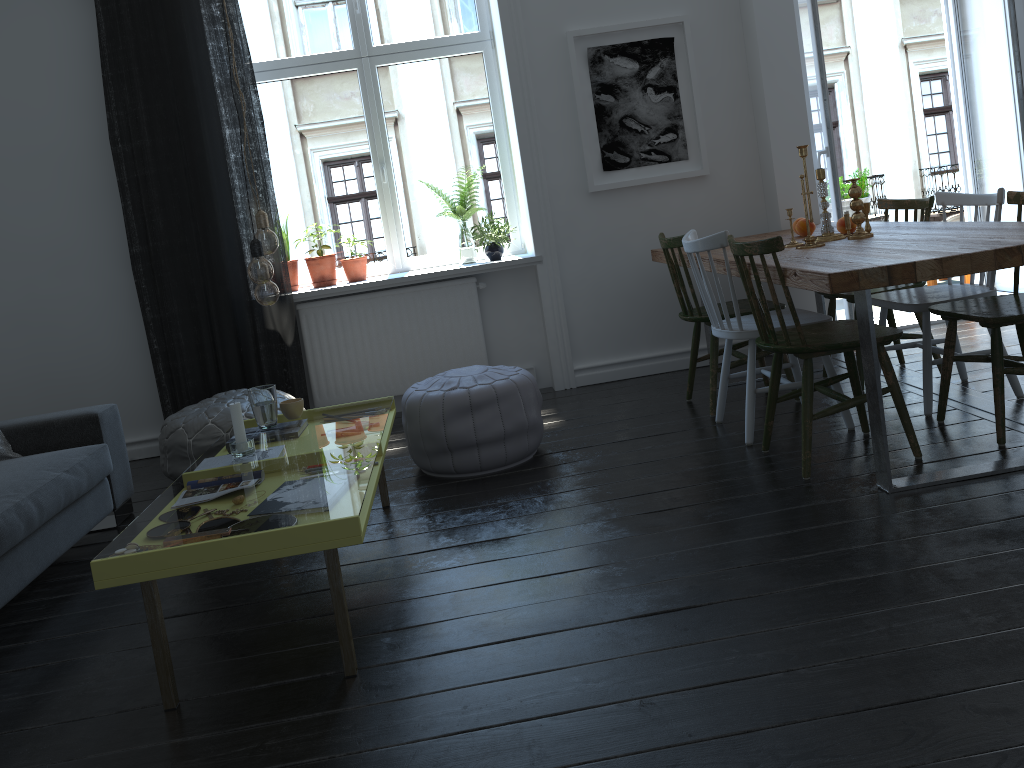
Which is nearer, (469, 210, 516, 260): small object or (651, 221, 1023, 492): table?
(651, 221, 1023, 492): table

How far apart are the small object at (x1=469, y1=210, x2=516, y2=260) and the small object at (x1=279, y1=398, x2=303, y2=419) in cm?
191

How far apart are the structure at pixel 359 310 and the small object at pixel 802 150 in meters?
2.0

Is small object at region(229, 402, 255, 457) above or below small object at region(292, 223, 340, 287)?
below

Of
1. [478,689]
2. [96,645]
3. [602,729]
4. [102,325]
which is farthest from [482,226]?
[602,729]

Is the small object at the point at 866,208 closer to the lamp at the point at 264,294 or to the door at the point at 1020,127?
the door at the point at 1020,127

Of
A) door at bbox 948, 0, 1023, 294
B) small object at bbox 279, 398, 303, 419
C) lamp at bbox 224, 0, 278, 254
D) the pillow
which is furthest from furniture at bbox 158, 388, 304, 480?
door at bbox 948, 0, 1023, 294

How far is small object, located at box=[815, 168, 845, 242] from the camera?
3.7m

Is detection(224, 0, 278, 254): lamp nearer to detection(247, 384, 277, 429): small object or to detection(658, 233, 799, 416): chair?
detection(247, 384, 277, 429): small object

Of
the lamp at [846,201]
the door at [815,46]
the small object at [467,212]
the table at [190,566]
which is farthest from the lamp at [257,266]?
the lamp at [846,201]
